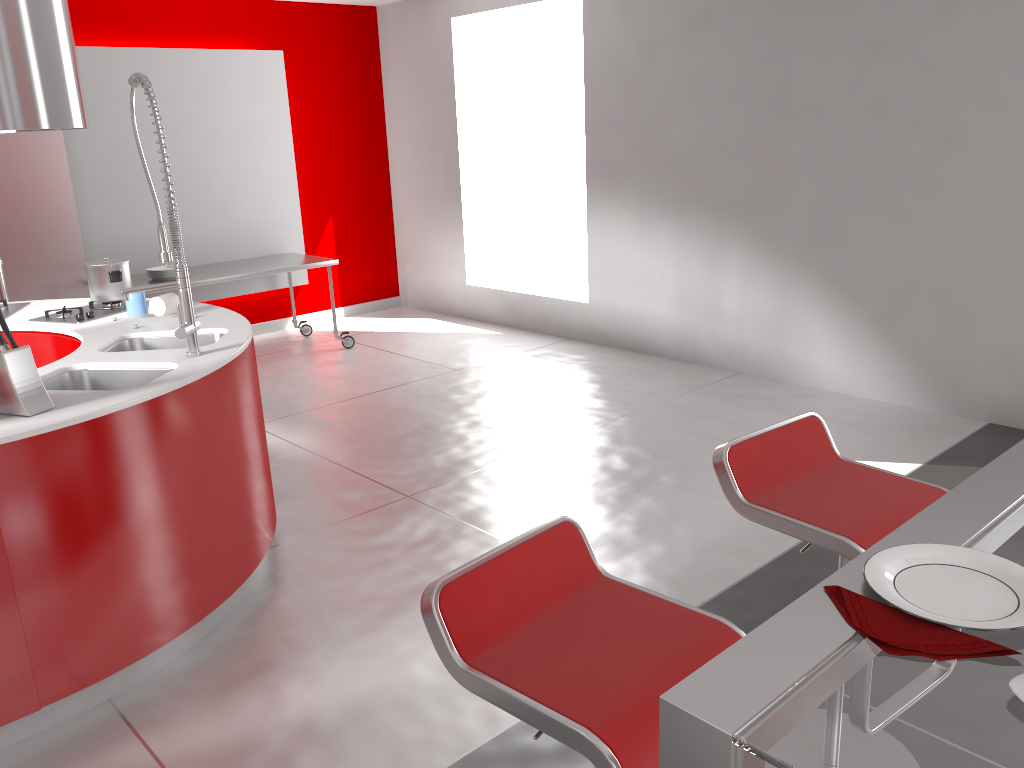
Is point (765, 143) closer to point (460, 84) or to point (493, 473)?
point (493, 473)

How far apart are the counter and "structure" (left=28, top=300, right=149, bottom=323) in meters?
0.1 m

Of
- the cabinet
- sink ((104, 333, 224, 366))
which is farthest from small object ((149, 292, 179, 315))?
the cabinet

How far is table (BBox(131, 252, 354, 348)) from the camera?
6.00m

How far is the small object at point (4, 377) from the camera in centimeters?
240cm

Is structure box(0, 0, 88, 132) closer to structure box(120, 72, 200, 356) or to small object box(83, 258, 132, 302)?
small object box(83, 258, 132, 302)

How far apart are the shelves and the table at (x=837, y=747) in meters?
5.6

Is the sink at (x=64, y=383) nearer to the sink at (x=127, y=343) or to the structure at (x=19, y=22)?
the sink at (x=127, y=343)

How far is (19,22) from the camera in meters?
3.4

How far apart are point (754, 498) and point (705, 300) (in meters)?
3.84
